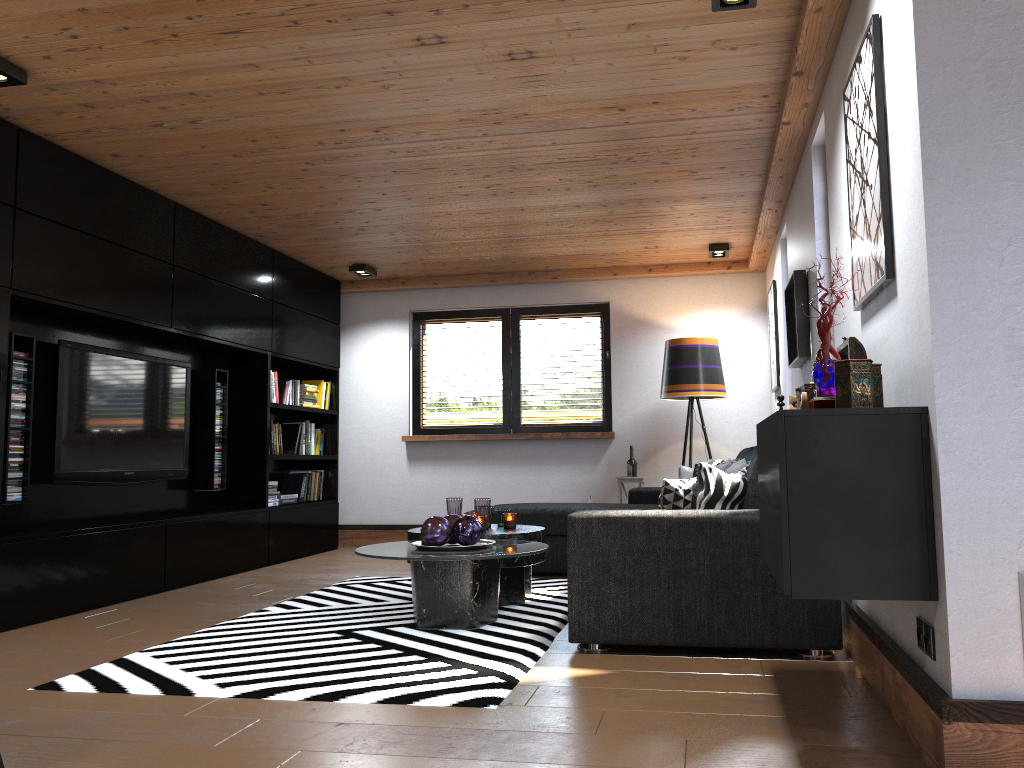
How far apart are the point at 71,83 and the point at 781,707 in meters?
3.7

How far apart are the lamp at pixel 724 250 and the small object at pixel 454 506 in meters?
3.1 m

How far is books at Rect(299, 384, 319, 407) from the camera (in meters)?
7.47

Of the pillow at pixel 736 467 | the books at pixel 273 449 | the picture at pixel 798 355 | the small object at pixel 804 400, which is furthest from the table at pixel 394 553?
the books at pixel 273 449

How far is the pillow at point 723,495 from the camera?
3.6m

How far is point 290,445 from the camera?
7.3 meters

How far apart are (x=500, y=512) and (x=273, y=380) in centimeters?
272cm

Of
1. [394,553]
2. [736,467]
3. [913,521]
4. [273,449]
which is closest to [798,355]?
[736,467]

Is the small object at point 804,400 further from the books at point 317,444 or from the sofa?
the books at point 317,444

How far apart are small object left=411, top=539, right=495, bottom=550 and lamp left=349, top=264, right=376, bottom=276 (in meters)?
3.66
